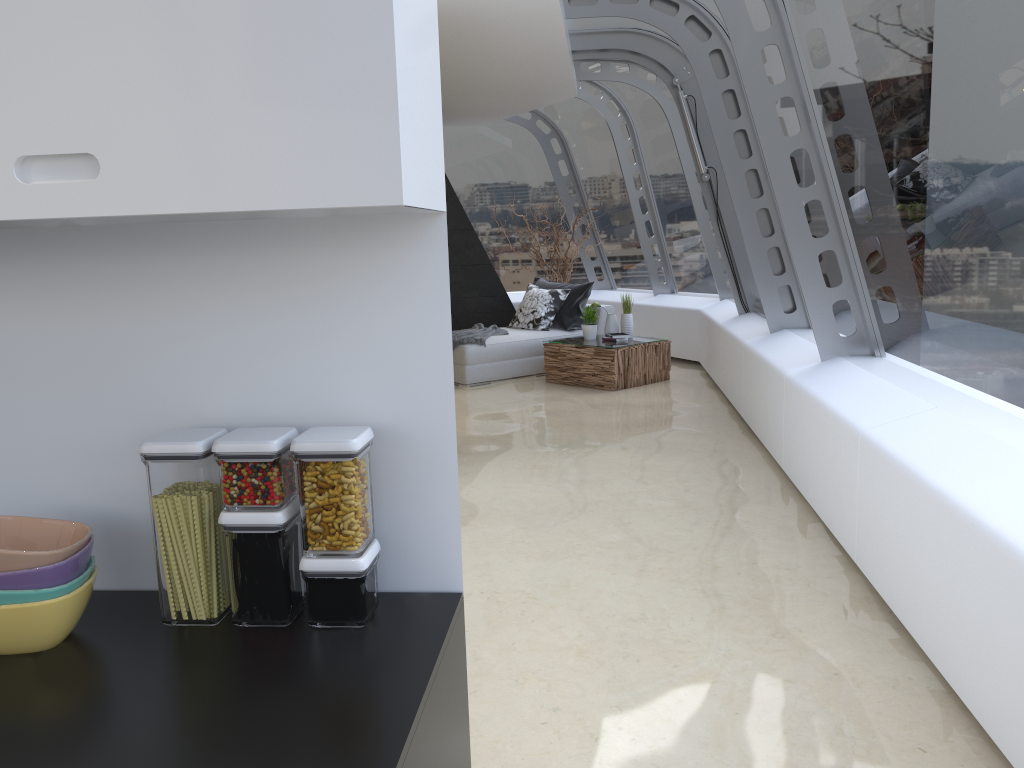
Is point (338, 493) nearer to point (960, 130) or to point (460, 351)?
point (960, 130)

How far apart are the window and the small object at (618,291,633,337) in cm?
123

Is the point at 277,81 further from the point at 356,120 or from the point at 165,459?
the point at 165,459

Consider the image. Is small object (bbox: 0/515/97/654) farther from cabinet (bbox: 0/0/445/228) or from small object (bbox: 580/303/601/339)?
small object (bbox: 580/303/601/339)

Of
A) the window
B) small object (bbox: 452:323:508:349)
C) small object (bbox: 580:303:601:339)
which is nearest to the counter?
the window

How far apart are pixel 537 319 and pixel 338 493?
8.47m

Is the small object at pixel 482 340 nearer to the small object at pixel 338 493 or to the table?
the table

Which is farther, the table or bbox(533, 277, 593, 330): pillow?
bbox(533, 277, 593, 330): pillow

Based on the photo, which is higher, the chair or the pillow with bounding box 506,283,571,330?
the pillow with bounding box 506,283,571,330

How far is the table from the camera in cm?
845
